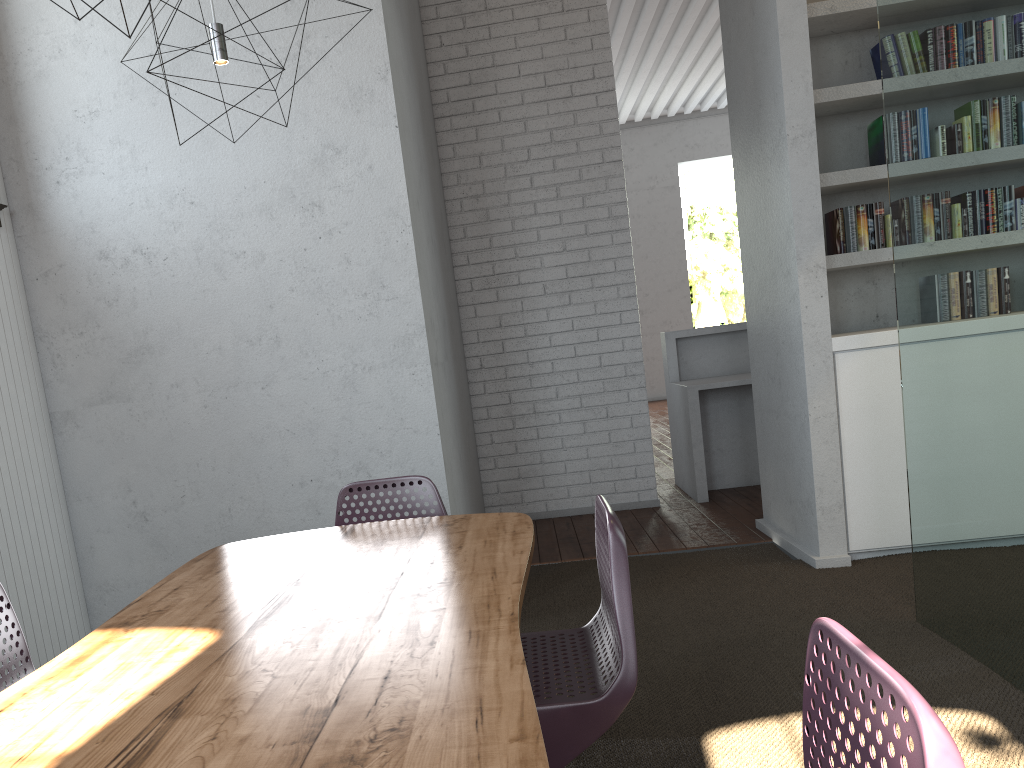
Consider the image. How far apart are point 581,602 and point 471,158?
3.2 meters

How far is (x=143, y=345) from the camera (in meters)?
3.54

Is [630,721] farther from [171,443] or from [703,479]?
[703,479]

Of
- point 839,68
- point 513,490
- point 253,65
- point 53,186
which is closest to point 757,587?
point 513,490
